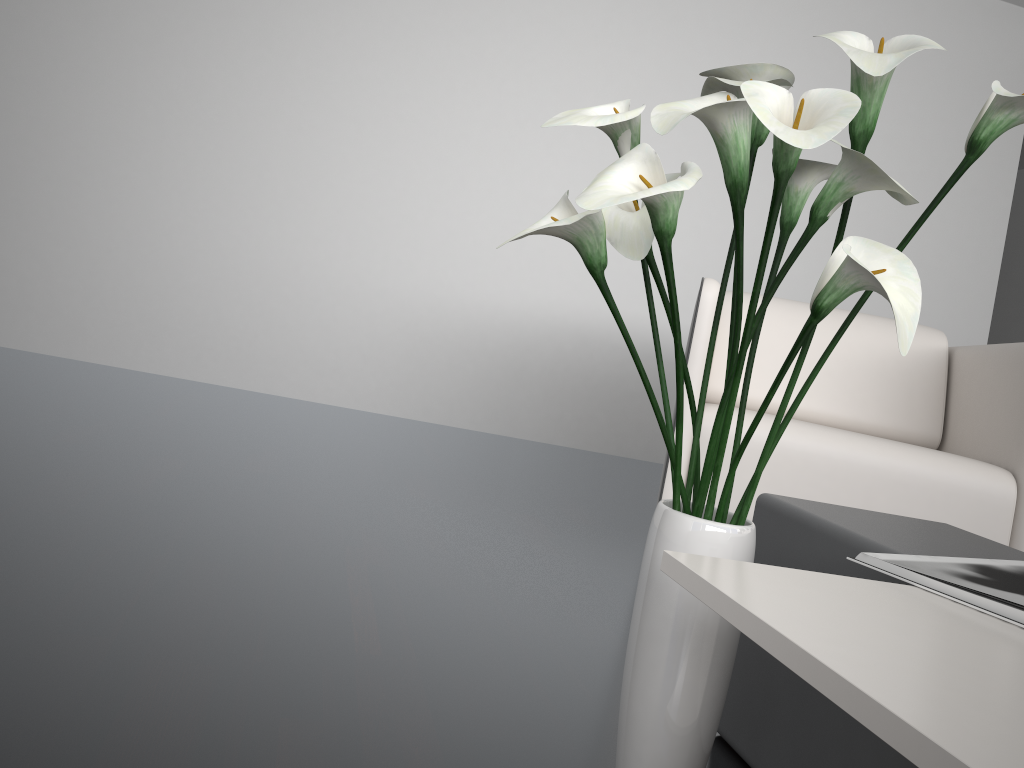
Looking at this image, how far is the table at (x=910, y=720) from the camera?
0.44m

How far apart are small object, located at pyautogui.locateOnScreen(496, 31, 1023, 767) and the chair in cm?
96

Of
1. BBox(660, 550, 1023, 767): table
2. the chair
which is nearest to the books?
BBox(660, 550, 1023, 767): table

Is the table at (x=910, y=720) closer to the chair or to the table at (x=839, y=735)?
the table at (x=839, y=735)

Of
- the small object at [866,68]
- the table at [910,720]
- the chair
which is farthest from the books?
the chair

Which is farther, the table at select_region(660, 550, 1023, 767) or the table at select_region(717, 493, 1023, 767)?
the table at select_region(717, 493, 1023, 767)

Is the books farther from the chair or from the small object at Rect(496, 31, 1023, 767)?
the chair

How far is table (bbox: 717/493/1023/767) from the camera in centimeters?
95cm

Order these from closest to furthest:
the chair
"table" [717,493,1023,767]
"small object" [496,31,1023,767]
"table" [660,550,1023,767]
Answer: "table" [660,550,1023,767], "small object" [496,31,1023,767], "table" [717,493,1023,767], the chair

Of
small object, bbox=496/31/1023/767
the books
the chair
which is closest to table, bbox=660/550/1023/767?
the books
